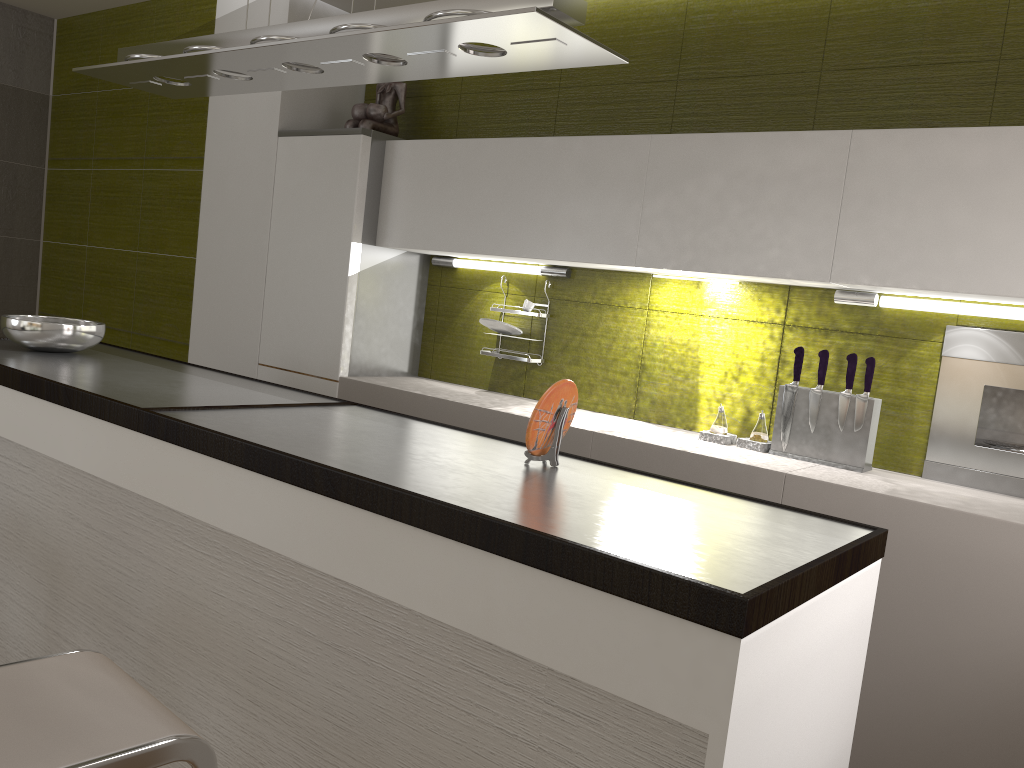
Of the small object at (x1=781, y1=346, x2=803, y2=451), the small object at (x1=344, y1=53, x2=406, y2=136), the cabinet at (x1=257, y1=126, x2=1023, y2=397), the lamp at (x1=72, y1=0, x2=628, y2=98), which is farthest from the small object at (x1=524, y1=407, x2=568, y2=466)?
the small object at (x1=344, y1=53, x2=406, y2=136)

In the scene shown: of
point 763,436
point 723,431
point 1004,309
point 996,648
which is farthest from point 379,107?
point 996,648

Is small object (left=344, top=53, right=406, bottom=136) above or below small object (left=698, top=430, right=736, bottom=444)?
above

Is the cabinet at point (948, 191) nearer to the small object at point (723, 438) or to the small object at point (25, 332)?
the small object at point (723, 438)

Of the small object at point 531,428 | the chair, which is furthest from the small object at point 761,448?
the chair

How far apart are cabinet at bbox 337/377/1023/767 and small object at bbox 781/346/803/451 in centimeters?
10cm

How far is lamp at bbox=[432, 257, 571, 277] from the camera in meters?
3.5 m

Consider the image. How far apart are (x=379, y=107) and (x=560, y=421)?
2.33m

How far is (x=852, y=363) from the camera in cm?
268

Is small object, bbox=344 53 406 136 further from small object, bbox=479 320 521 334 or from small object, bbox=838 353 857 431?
small object, bbox=838 353 857 431
